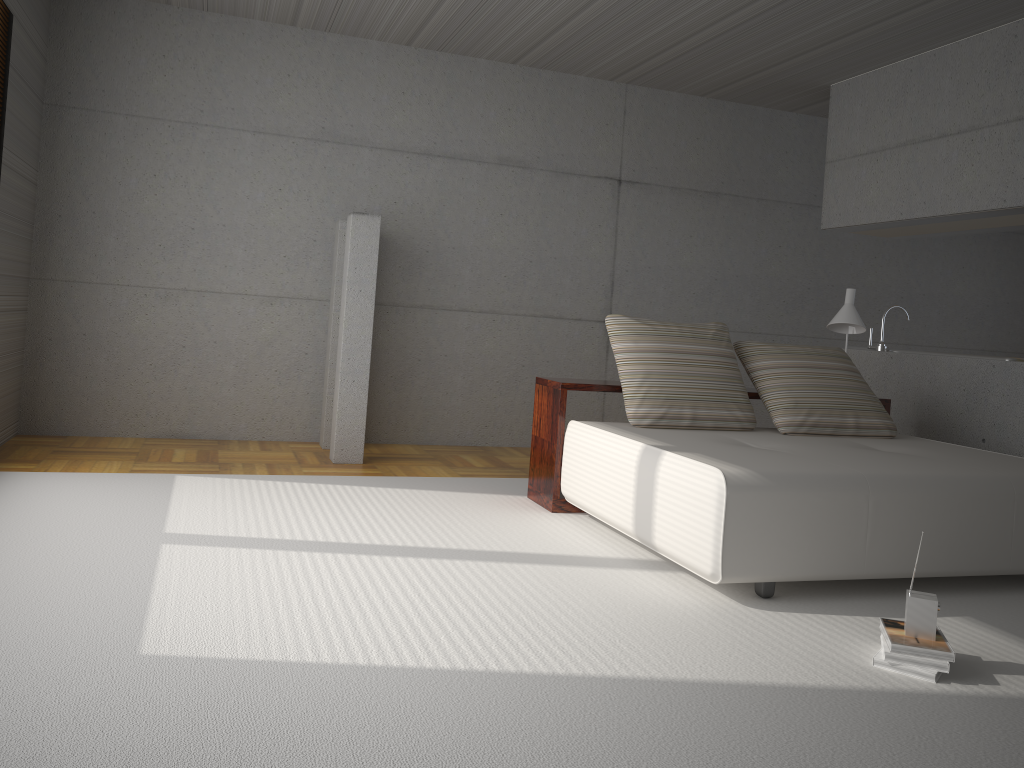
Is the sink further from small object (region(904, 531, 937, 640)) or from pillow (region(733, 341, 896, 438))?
small object (region(904, 531, 937, 640))

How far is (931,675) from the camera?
2.82m

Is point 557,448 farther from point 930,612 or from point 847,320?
point 930,612

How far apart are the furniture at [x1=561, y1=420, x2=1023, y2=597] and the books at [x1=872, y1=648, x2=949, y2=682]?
0.6 meters

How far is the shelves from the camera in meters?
4.9

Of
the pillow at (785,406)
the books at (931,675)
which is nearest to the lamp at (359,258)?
the pillow at (785,406)

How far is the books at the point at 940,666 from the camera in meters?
2.8

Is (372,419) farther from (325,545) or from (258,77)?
(325,545)

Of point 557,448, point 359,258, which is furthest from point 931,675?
point 359,258

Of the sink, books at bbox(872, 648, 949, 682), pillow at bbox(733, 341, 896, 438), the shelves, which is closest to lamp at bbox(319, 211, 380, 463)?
the shelves
